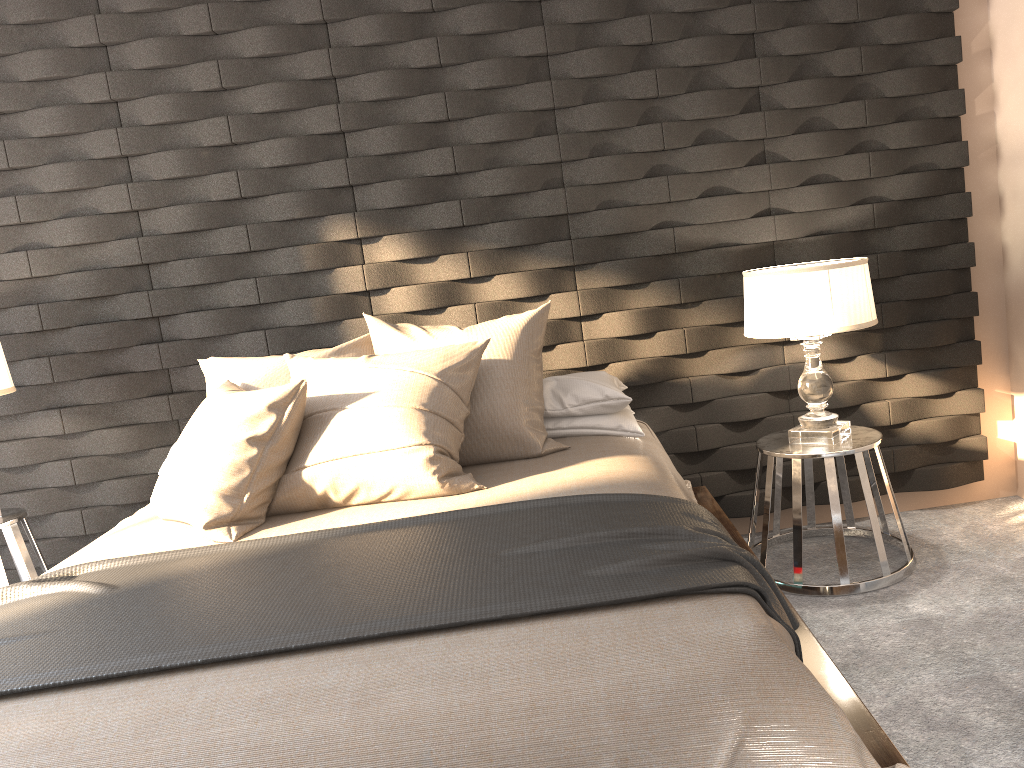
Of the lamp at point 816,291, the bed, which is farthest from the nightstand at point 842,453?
the bed

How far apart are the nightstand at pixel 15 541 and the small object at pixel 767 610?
1.0 meters

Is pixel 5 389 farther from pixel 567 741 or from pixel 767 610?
pixel 767 610

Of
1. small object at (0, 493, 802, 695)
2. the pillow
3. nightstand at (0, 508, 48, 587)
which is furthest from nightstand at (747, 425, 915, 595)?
nightstand at (0, 508, 48, 587)

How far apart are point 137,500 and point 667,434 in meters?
2.1

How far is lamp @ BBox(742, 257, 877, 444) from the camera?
2.8m

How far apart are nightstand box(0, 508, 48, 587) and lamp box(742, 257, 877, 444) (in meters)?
2.58

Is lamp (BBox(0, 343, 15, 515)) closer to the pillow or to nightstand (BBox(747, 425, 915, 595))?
the pillow

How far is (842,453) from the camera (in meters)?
2.88

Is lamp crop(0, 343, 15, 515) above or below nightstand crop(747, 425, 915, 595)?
above
